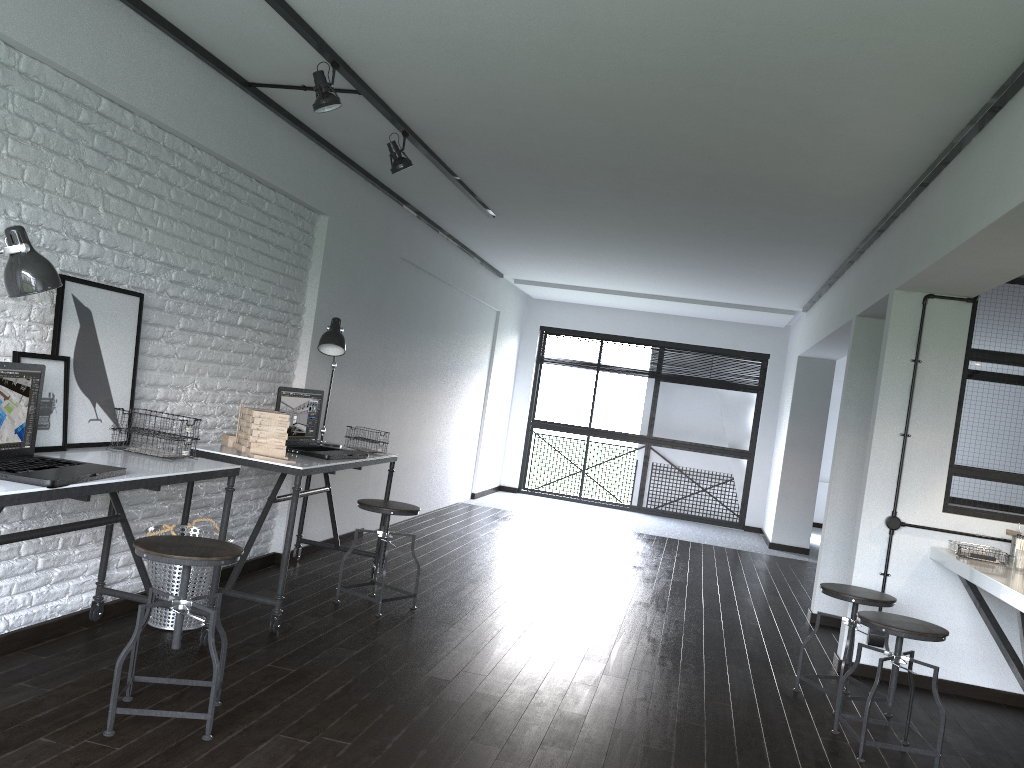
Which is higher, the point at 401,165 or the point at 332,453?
the point at 401,165

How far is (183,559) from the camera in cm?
260

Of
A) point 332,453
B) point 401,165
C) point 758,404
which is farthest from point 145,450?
point 758,404

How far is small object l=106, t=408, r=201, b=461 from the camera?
3.3m

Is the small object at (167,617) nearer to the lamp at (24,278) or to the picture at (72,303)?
the picture at (72,303)

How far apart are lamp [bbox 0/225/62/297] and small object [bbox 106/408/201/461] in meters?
0.9

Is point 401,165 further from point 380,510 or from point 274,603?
point 274,603

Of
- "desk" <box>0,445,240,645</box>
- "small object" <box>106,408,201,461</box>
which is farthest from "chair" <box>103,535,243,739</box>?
"small object" <box>106,408,201,461</box>

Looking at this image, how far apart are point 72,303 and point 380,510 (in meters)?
1.74

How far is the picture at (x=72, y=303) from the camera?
3.2 meters
